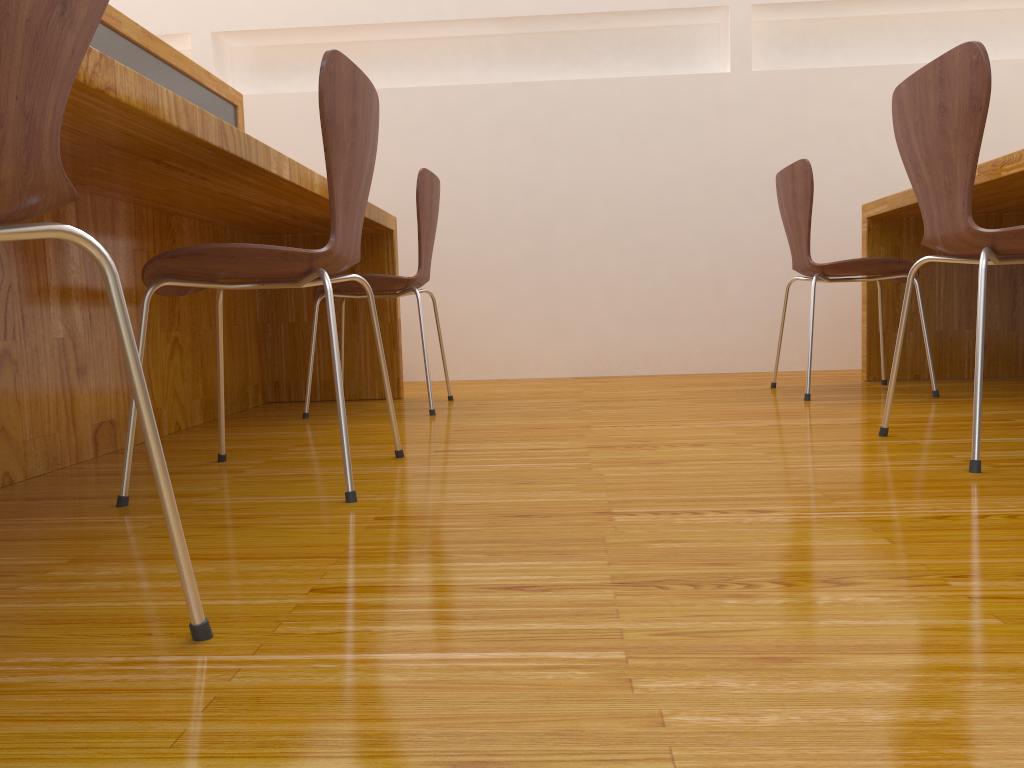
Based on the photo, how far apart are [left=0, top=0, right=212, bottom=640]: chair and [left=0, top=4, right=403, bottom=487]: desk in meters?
0.4

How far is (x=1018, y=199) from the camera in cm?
258

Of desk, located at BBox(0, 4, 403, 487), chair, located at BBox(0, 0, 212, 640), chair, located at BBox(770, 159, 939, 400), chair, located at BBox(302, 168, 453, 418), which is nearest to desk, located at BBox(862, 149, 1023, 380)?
chair, located at BBox(770, 159, 939, 400)

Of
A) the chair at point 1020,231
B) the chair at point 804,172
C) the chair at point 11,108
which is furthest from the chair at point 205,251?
the chair at point 804,172

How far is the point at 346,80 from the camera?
1.39m

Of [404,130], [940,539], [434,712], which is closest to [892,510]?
[940,539]

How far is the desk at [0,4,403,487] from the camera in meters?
1.4 m

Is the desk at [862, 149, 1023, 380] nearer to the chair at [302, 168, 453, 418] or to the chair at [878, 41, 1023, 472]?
the chair at [878, 41, 1023, 472]

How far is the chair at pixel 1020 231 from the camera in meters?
1.4

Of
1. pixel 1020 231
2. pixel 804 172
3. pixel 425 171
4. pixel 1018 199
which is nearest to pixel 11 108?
pixel 1020 231
